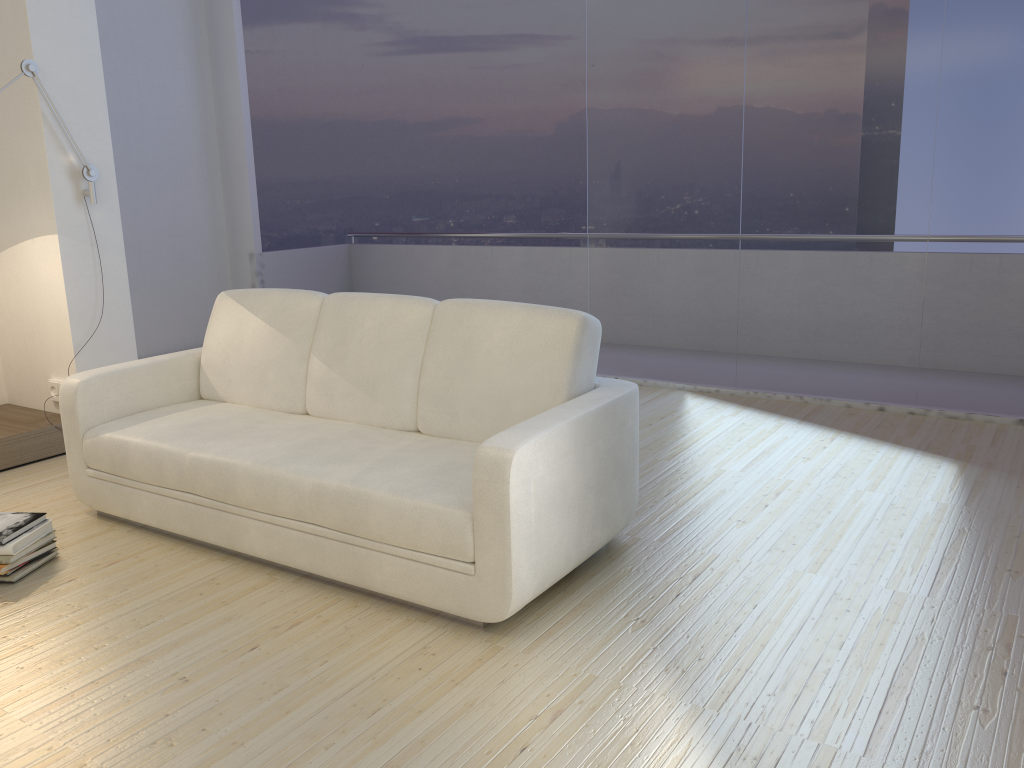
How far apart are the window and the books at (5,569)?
3.5 meters

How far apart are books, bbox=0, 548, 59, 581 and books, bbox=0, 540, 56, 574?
0.03m

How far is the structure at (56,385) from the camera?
4.53m

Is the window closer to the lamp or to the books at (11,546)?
the lamp

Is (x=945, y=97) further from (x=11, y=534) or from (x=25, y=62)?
(x=11, y=534)

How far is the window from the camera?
4.4m

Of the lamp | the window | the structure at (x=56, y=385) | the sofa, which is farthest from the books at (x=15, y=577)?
the window

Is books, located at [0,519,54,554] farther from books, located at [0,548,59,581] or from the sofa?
the sofa

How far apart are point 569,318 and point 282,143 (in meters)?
8.34

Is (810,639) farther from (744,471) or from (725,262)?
(725,262)
